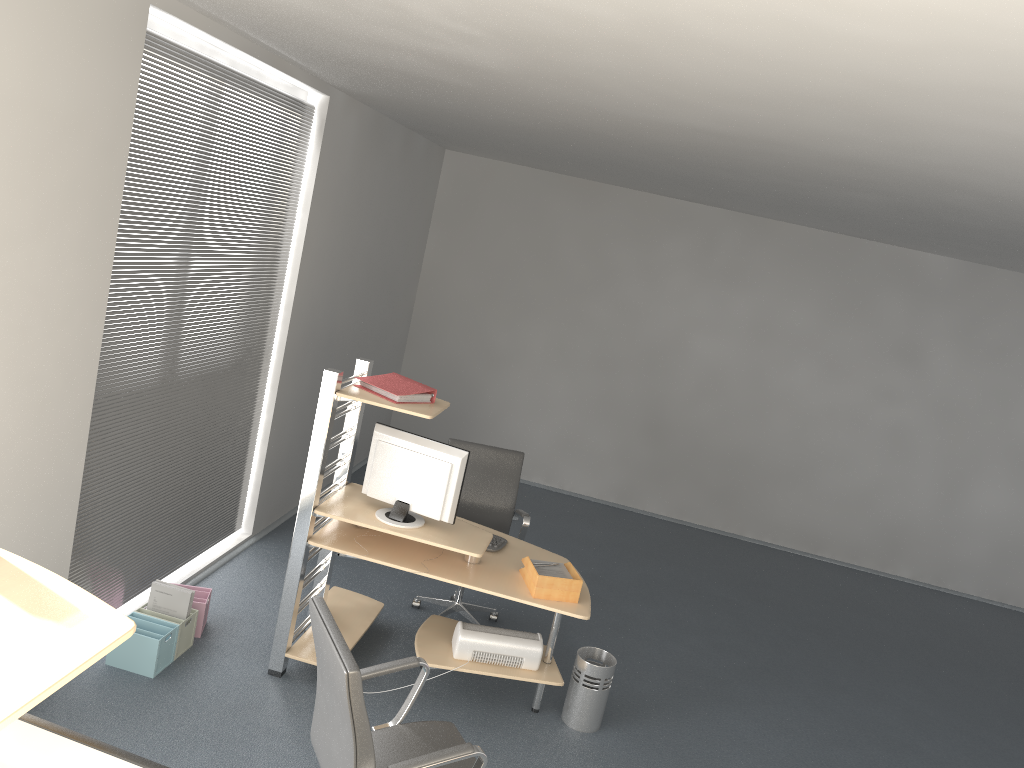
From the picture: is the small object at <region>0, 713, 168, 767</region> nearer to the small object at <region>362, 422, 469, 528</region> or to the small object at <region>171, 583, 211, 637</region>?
the small object at <region>362, 422, 469, 528</region>

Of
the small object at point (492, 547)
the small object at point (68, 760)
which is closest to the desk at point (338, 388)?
the small object at point (492, 547)

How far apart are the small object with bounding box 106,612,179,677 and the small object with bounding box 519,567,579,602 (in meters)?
1.69

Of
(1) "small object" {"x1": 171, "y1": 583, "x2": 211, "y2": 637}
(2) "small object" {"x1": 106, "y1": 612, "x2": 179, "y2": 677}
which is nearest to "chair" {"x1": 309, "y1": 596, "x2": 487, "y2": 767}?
(2) "small object" {"x1": 106, "y1": 612, "x2": 179, "y2": 677}

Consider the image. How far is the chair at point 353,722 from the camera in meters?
2.6 m

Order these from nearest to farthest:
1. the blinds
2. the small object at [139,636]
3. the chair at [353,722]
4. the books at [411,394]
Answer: the chair at [353,722] < the blinds < the small object at [139,636] < the books at [411,394]

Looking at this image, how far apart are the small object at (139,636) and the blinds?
0.2 meters

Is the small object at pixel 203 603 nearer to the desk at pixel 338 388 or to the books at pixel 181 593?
the books at pixel 181 593

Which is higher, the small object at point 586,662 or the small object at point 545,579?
the small object at point 545,579

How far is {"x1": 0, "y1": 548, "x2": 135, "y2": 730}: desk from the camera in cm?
148
